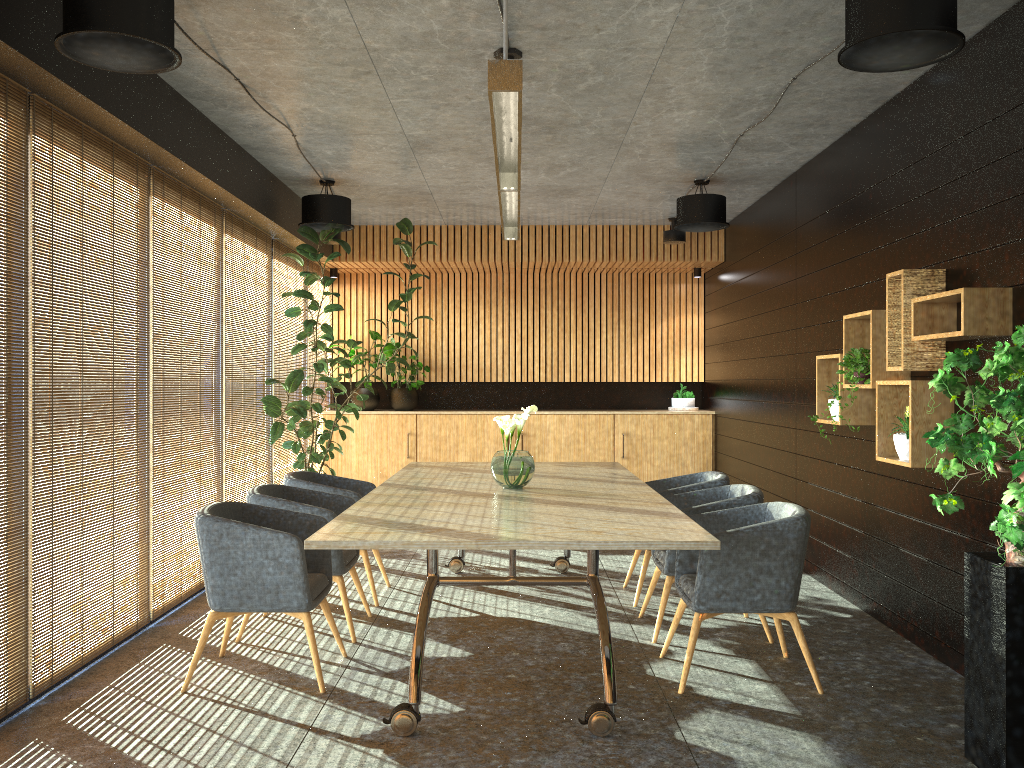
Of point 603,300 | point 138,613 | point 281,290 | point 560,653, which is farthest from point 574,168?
point 138,613

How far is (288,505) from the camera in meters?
5.5

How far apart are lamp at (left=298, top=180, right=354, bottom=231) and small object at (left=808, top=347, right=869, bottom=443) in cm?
454

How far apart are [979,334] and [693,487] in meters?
2.5 m

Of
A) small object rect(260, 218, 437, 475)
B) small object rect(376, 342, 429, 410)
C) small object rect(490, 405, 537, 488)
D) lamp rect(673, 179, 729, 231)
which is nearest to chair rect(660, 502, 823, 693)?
small object rect(490, 405, 537, 488)

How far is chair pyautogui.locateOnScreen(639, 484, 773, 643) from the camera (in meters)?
5.51

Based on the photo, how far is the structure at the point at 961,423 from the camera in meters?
3.5

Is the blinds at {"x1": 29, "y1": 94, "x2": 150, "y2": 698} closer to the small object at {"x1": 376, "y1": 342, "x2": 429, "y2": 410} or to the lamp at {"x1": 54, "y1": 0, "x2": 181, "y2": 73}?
the lamp at {"x1": 54, "y1": 0, "x2": 181, "y2": 73}

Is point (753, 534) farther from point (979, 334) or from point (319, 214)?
point (319, 214)

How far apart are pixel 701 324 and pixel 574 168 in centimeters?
447cm
